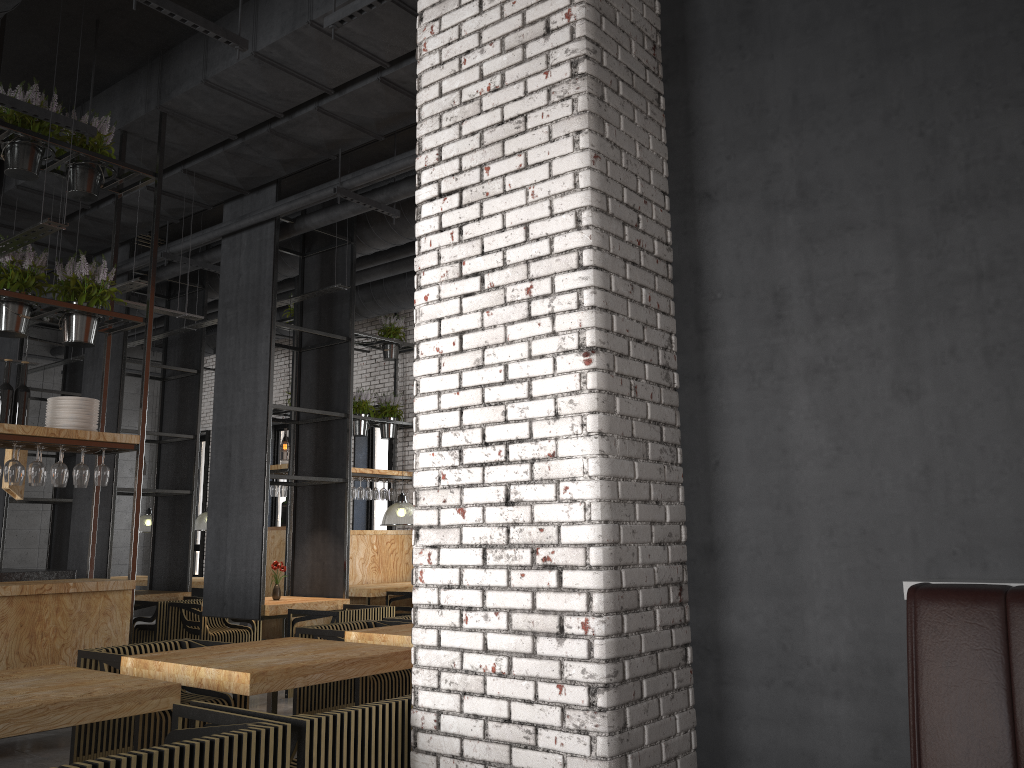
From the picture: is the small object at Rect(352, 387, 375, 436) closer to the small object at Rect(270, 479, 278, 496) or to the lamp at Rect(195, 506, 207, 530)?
the small object at Rect(270, 479, 278, 496)

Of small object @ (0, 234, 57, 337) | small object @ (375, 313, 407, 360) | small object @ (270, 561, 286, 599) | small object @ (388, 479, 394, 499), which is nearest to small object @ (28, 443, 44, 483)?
small object @ (0, 234, 57, 337)

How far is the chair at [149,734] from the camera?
4.42m

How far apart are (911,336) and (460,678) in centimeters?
184cm

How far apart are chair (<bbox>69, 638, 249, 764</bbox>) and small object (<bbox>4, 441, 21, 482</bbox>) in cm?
149

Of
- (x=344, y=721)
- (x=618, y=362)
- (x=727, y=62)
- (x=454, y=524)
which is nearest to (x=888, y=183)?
(x=727, y=62)

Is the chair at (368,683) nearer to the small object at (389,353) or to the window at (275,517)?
the small object at (389,353)

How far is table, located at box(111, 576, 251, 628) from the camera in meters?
12.5

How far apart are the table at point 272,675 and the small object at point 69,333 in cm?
282

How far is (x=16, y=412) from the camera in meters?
5.9 m
